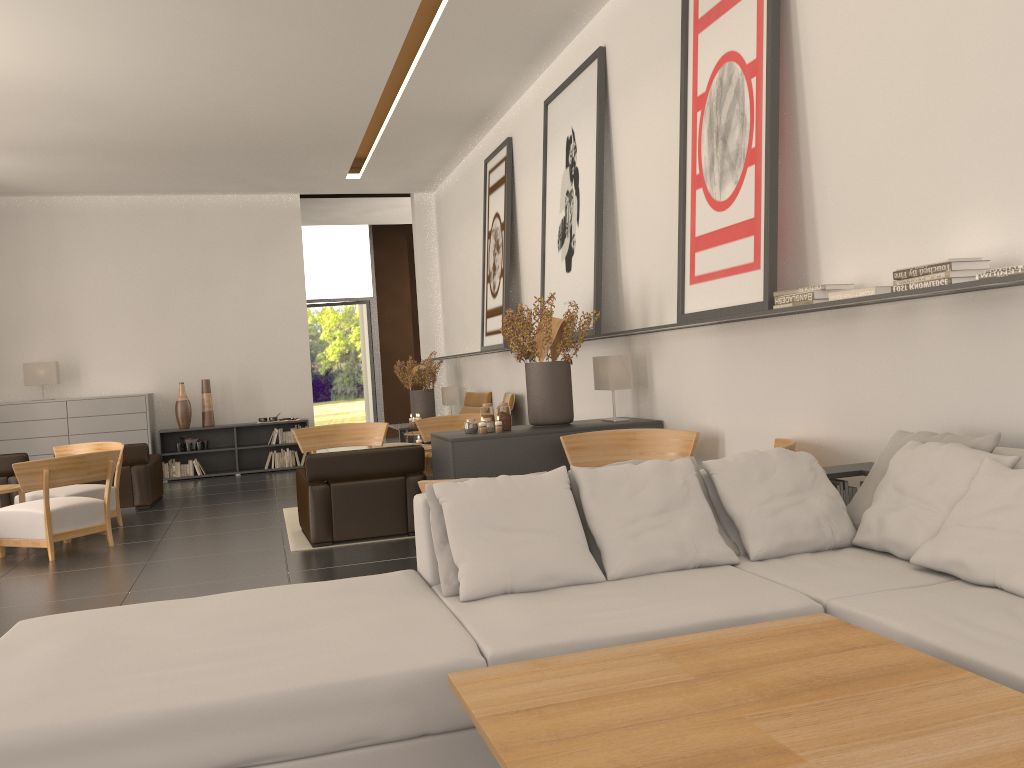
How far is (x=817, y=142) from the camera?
6.9m

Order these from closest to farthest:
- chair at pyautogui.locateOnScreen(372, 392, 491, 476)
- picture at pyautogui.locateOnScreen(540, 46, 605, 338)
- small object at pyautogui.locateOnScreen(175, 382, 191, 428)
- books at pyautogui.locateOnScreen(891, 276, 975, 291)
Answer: books at pyautogui.locateOnScreen(891, 276, 975, 291) < picture at pyautogui.locateOnScreen(540, 46, 605, 338) < chair at pyautogui.locateOnScreen(372, 392, 491, 476) < small object at pyautogui.locateOnScreen(175, 382, 191, 428)

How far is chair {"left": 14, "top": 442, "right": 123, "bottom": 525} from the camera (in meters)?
12.22

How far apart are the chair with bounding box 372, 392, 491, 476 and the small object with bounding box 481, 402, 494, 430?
7.1 meters

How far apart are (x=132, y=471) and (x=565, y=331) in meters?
8.4

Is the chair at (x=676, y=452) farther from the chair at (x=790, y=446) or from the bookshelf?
the bookshelf

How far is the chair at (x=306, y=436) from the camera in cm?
1346

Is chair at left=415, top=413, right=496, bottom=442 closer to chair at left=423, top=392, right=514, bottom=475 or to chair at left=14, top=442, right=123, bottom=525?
chair at left=423, top=392, right=514, bottom=475

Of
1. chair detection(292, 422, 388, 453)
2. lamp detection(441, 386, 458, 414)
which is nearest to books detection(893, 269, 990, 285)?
chair detection(292, 422, 388, 453)

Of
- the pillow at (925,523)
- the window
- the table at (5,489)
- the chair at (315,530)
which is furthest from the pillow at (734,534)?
the window
